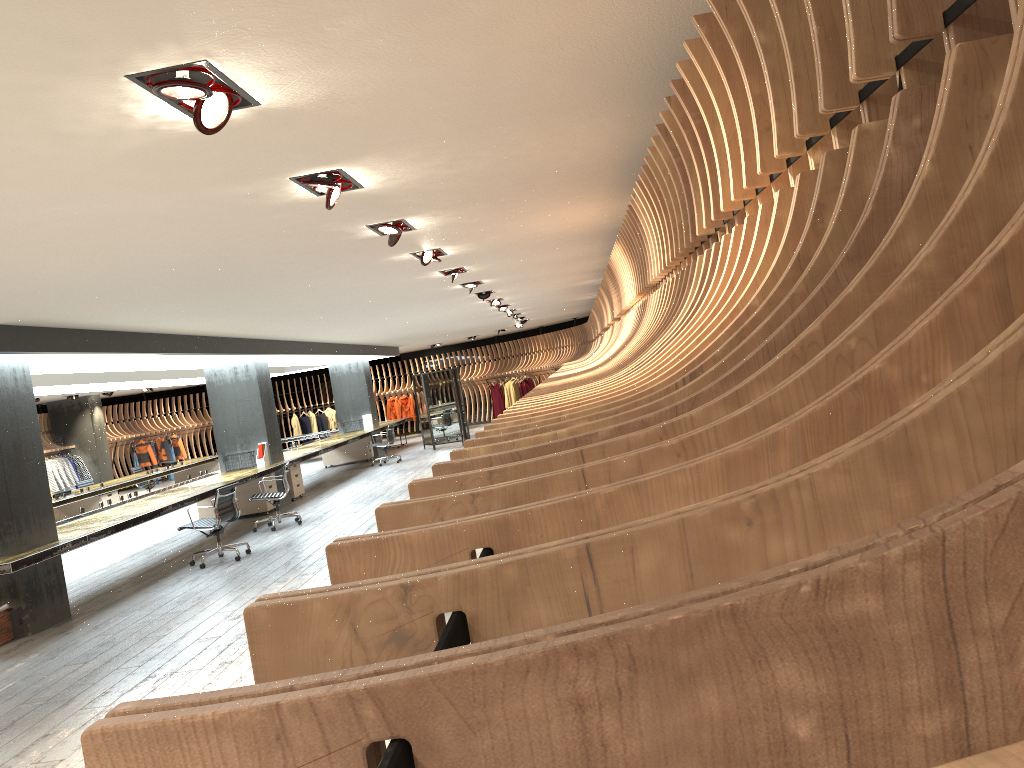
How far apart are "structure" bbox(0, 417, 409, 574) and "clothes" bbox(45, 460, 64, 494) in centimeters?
672cm

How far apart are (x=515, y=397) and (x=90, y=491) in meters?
13.7

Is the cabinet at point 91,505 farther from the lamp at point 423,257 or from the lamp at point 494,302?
the lamp at point 423,257

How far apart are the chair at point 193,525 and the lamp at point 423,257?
4.16m

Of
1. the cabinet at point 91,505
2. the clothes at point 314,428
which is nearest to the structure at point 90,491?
the cabinet at point 91,505

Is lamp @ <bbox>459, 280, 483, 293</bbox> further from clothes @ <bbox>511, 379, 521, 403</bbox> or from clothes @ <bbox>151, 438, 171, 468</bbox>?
clothes @ <bbox>151, 438, 171, 468</bbox>

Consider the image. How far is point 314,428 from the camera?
29.1m

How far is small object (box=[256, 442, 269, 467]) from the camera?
14.5m

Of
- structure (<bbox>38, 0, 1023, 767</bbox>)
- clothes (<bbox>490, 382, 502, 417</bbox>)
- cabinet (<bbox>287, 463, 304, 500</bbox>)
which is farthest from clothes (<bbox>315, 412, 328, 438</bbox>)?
cabinet (<bbox>287, 463, 304, 500</bbox>)

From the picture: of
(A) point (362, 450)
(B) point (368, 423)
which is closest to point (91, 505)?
(A) point (362, 450)
